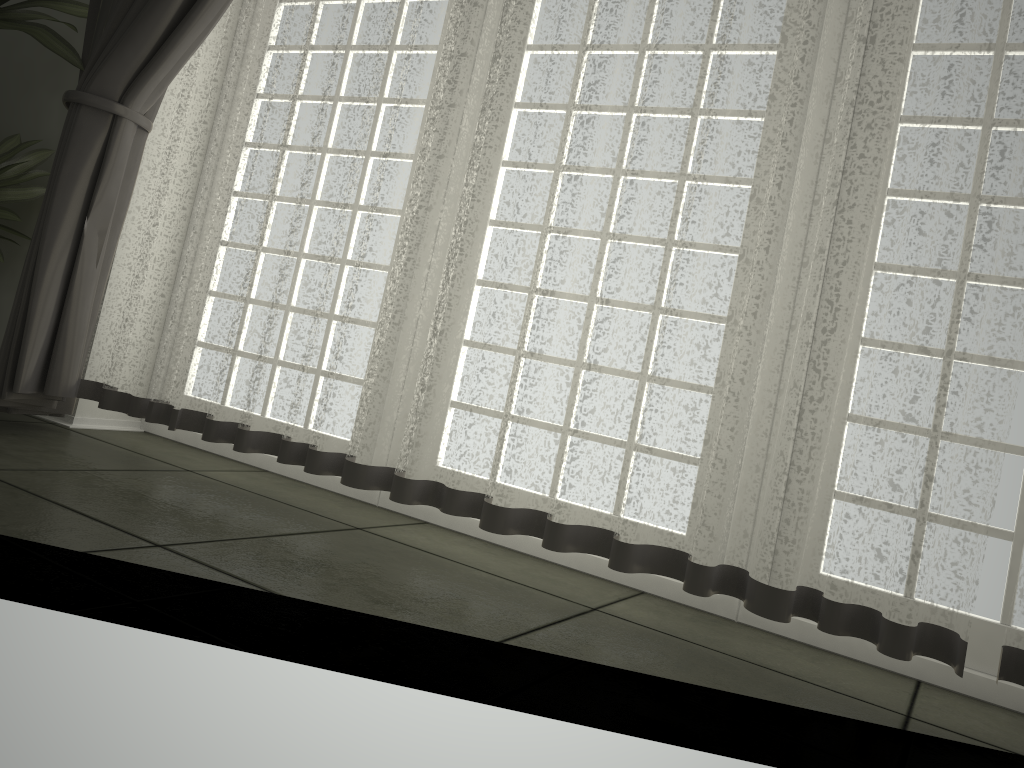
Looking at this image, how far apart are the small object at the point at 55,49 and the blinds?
0.0m

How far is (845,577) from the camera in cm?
159

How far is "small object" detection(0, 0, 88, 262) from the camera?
2.6m

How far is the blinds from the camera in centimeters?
159cm

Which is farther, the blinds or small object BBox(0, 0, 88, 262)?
small object BBox(0, 0, 88, 262)

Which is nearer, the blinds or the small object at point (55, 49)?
the blinds

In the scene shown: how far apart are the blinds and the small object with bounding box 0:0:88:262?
0.0m

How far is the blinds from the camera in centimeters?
159cm
